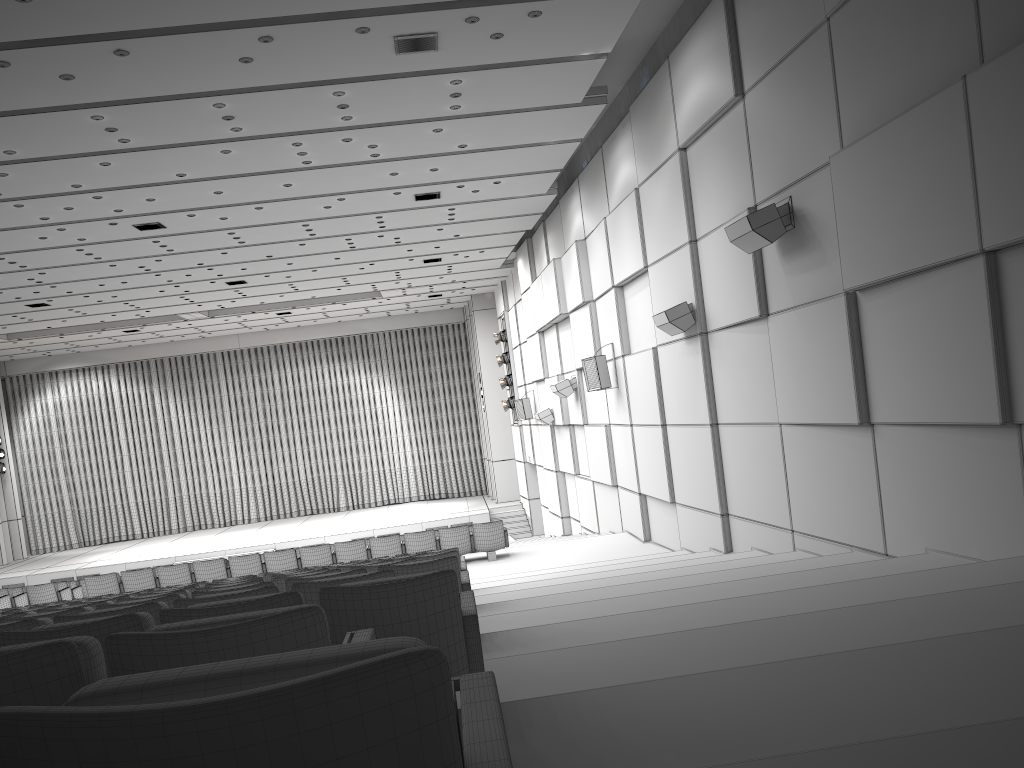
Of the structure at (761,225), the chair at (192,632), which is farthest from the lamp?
the chair at (192,632)

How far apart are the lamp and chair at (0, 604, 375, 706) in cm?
2298

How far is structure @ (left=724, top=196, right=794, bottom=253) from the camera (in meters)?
8.06

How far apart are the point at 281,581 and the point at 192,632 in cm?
453

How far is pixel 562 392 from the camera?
17.2m

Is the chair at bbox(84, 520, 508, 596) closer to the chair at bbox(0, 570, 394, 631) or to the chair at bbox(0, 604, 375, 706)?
the chair at bbox(0, 570, 394, 631)

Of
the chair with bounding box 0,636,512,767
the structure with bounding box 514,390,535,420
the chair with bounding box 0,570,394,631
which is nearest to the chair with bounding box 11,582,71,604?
the structure with bounding box 514,390,535,420

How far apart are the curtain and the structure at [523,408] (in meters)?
8.69

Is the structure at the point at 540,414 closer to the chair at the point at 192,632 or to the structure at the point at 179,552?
the structure at the point at 179,552

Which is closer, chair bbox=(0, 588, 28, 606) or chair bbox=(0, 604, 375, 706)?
chair bbox=(0, 604, 375, 706)
